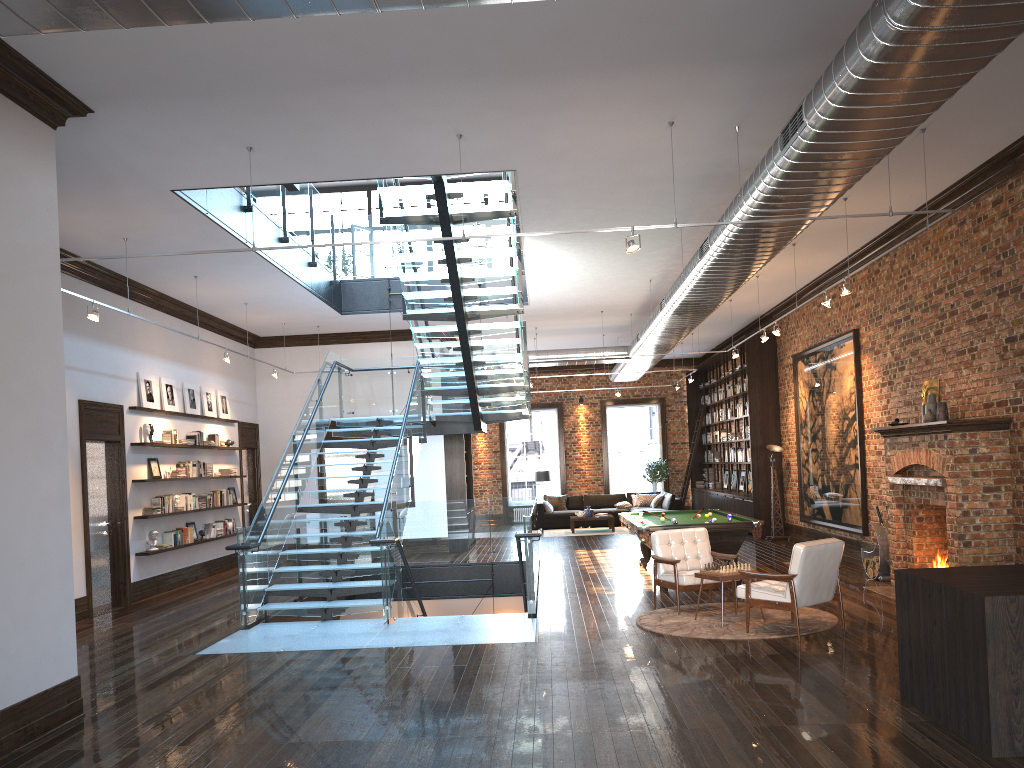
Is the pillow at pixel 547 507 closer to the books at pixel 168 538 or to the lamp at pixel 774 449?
the lamp at pixel 774 449

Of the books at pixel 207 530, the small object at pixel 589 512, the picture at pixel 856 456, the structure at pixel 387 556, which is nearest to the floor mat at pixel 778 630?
the structure at pixel 387 556

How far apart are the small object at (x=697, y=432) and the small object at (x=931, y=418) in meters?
13.5

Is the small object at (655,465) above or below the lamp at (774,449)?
below

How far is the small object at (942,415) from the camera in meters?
9.8

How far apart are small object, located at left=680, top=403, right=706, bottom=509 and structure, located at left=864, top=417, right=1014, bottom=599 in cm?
1281

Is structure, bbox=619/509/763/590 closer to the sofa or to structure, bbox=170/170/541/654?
structure, bbox=170/170/541/654

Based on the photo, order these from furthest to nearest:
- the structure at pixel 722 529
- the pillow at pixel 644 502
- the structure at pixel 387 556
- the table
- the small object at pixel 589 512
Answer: the pillow at pixel 644 502, the small object at pixel 589 512, the structure at pixel 722 529, the structure at pixel 387 556, the table

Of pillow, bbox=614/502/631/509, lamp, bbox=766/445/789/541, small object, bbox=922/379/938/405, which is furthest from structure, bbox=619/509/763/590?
pillow, bbox=614/502/631/509

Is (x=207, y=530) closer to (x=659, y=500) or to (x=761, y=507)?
(x=761, y=507)
